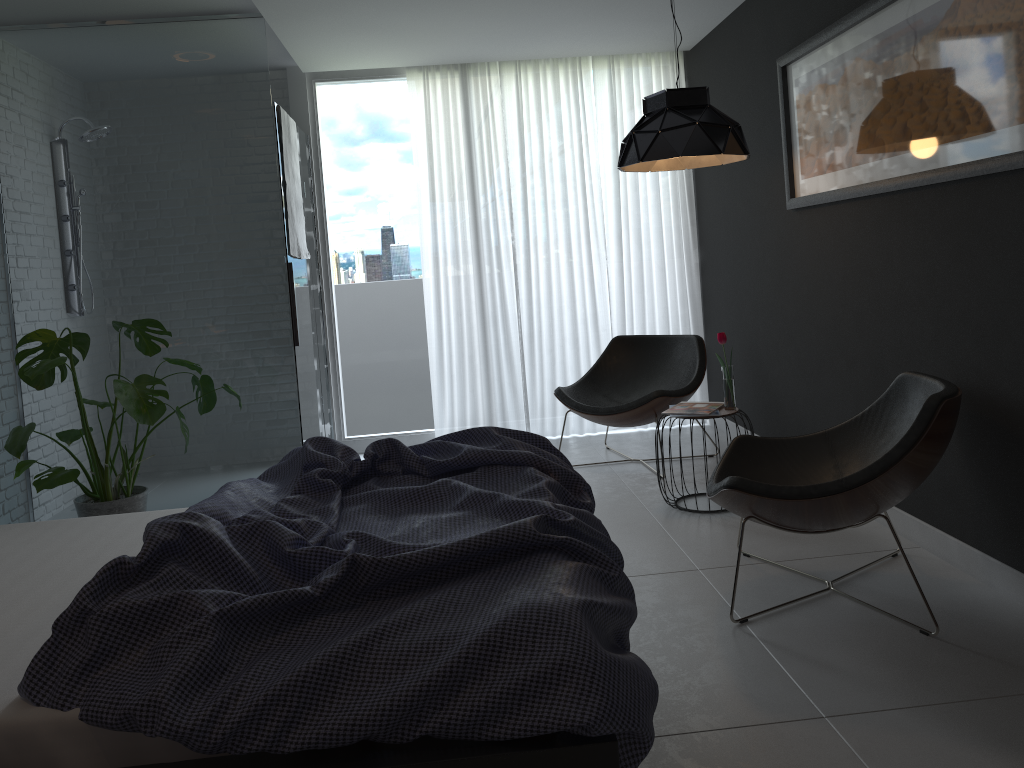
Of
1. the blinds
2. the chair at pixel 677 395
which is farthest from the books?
the blinds

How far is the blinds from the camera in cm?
564

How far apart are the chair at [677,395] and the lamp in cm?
114

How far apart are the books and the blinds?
1.7m

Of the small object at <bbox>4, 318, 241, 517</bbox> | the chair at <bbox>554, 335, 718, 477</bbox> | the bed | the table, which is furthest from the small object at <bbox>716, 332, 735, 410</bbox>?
the small object at <bbox>4, 318, 241, 517</bbox>

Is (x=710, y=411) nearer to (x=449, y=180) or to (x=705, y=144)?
(x=705, y=144)

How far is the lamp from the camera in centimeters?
367cm

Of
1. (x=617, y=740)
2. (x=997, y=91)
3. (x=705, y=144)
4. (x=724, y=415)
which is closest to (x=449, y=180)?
(x=705, y=144)

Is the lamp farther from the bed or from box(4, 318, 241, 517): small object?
box(4, 318, 241, 517): small object

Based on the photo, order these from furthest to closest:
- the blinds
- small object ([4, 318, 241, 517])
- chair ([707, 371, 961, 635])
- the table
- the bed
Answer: the blinds → the table → small object ([4, 318, 241, 517]) → chair ([707, 371, 961, 635]) → the bed
